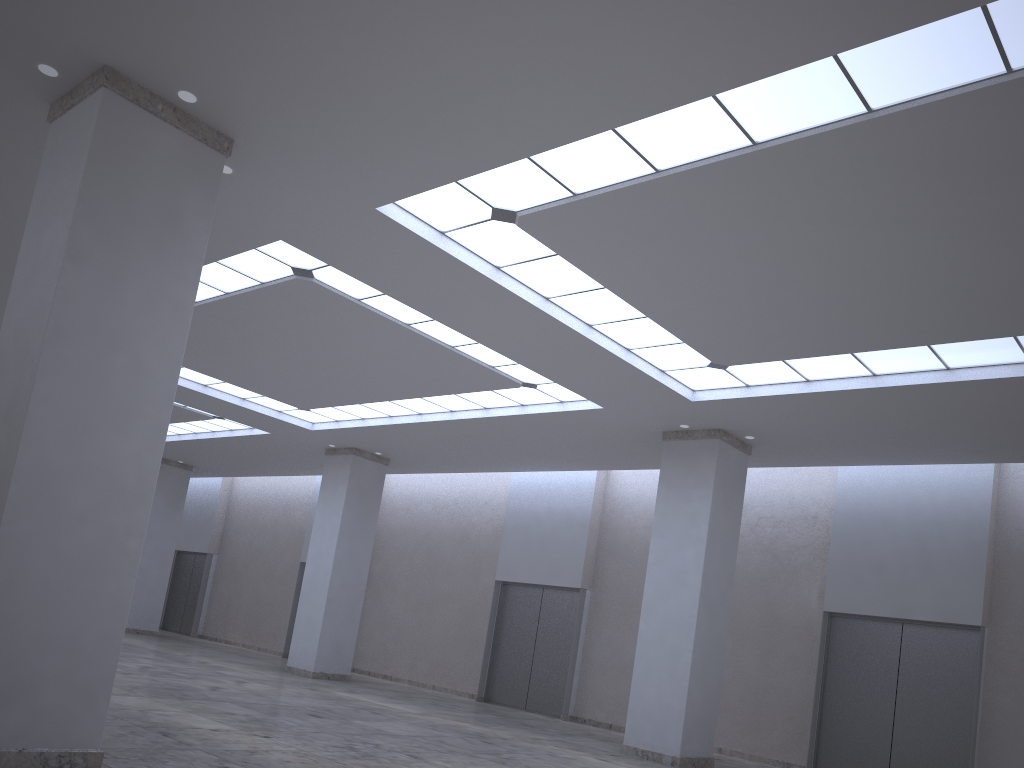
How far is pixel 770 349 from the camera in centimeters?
3483cm

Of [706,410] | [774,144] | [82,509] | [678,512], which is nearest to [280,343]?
[706,410]
